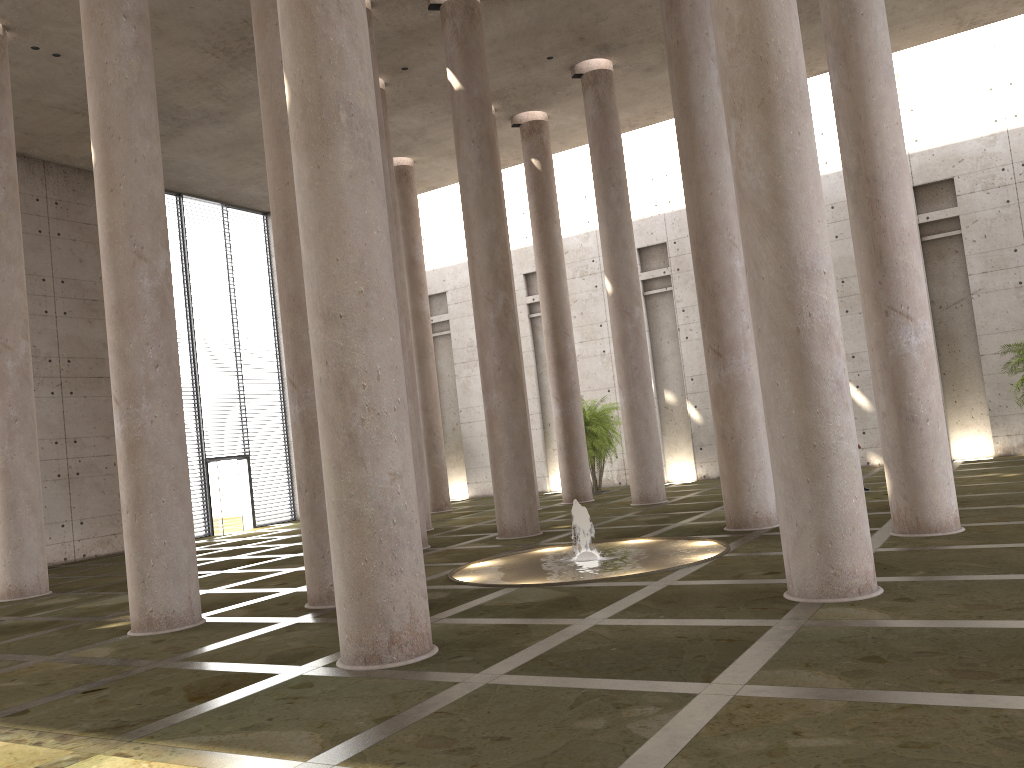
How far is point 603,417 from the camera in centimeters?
2581cm

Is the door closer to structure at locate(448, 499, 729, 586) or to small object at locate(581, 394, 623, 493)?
small object at locate(581, 394, 623, 493)

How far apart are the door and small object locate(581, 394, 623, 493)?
10.8 meters

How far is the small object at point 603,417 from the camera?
25.81m

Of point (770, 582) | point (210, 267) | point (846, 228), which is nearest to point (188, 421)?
point (210, 267)

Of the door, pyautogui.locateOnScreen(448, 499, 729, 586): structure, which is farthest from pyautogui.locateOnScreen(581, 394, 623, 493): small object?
pyautogui.locateOnScreen(448, 499, 729, 586): structure

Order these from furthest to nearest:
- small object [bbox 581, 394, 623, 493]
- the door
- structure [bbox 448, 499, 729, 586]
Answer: the door, small object [bbox 581, 394, 623, 493], structure [bbox 448, 499, 729, 586]

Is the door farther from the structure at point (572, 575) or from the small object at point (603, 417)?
the structure at point (572, 575)

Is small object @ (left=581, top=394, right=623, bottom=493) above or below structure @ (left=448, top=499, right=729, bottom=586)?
above

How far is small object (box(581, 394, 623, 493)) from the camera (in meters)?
25.81
